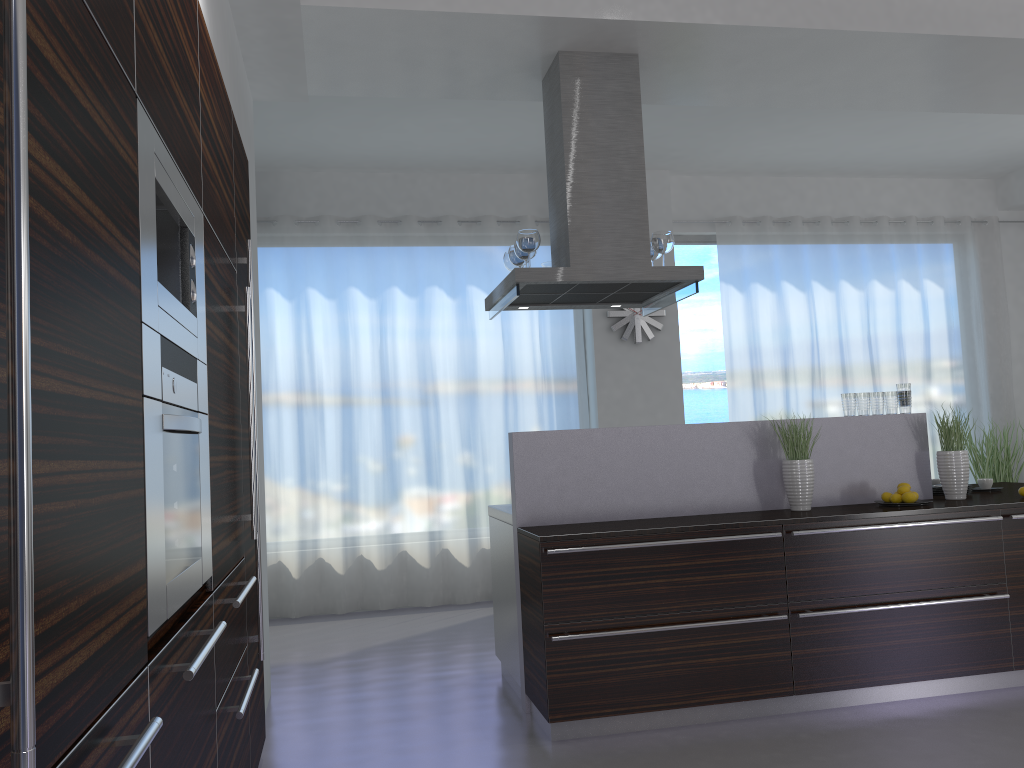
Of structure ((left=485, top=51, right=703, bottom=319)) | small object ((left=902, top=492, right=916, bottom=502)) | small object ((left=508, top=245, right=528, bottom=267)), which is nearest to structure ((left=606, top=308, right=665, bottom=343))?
structure ((left=485, top=51, right=703, bottom=319))

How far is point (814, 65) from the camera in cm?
479

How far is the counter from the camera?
4.2m

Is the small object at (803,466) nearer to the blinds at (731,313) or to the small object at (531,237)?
the small object at (531,237)

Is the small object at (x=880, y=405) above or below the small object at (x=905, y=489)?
above

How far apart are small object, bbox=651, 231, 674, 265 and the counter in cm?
96

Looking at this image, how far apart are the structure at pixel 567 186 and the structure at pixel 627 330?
2.0 meters

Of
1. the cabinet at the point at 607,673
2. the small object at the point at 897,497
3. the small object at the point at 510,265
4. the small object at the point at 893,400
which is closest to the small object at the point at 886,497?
the small object at the point at 897,497

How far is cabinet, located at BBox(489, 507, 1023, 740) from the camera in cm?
371

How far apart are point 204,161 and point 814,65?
3.6m
